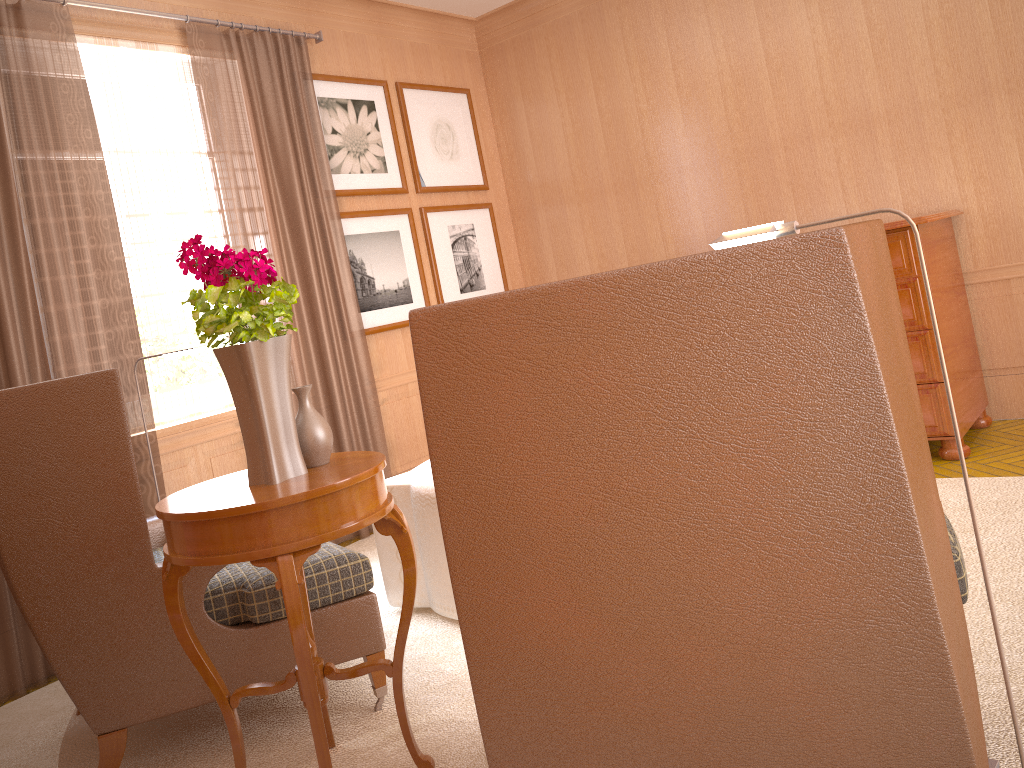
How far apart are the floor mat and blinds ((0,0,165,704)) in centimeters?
10cm

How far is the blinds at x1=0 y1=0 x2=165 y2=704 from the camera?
6.04m

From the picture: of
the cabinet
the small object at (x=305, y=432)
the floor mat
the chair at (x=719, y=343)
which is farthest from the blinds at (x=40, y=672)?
the cabinet

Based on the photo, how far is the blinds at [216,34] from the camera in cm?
755

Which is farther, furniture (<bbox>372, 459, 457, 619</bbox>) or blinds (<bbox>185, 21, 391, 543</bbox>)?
blinds (<bbox>185, 21, 391, 543</bbox>)

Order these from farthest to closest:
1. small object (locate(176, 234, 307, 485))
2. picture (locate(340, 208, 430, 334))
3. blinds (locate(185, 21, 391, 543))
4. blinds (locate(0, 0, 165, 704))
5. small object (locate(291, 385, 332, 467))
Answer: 1. picture (locate(340, 208, 430, 334))
2. blinds (locate(185, 21, 391, 543))
3. blinds (locate(0, 0, 165, 704))
4. small object (locate(291, 385, 332, 467))
5. small object (locate(176, 234, 307, 485))

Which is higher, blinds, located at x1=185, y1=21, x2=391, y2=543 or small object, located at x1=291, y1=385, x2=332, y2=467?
blinds, located at x1=185, y1=21, x2=391, y2=543

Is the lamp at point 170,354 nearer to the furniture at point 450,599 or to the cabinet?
the furniture at point 450,599

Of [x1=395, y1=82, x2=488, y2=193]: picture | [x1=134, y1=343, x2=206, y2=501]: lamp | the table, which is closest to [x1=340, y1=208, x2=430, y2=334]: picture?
[x1=395, y1=82, x2=488, y2=193]: picture

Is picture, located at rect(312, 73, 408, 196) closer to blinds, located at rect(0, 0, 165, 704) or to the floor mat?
blinds, located at rect(0, 0, 165, 704)
